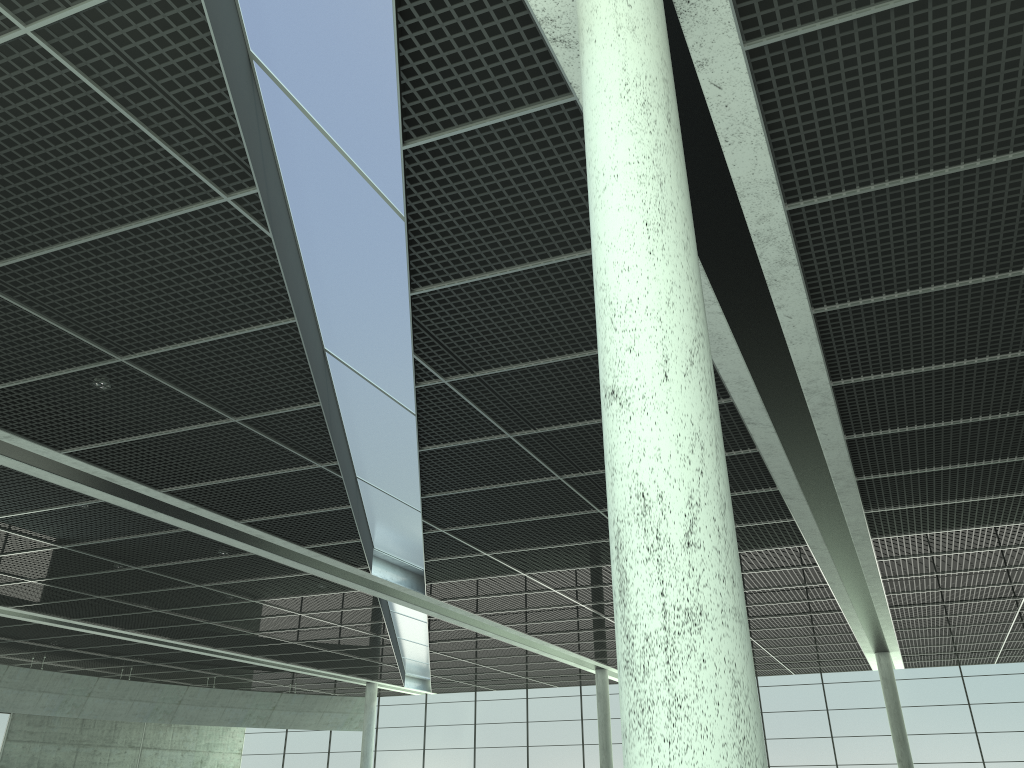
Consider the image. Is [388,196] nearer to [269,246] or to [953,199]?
[269,246]
